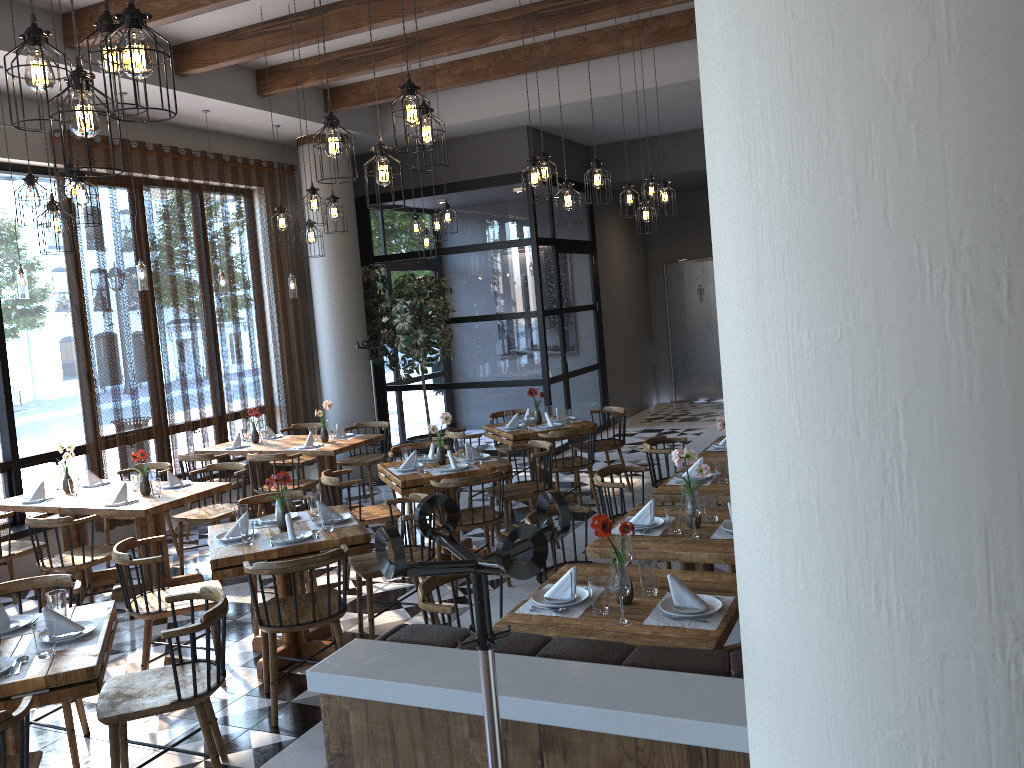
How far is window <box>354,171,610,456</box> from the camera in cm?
1095

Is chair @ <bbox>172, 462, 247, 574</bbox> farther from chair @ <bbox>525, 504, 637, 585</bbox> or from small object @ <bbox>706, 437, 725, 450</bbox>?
small object @ <bbox>706, 437, 725, 450</bbox>

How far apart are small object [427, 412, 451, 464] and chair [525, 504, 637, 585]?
2.0m

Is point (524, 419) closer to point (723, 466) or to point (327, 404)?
point (327, 404)

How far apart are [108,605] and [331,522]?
1.32m

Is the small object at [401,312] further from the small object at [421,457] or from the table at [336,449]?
the small object at [421,457]

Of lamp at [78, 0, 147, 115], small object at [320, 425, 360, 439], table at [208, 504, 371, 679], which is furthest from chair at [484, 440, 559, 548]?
lamp at [78, 0, 147, 115]

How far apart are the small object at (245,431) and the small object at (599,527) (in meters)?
6.37

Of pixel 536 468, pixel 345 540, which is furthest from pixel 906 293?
pixel 536 468

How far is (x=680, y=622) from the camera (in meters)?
3.27
